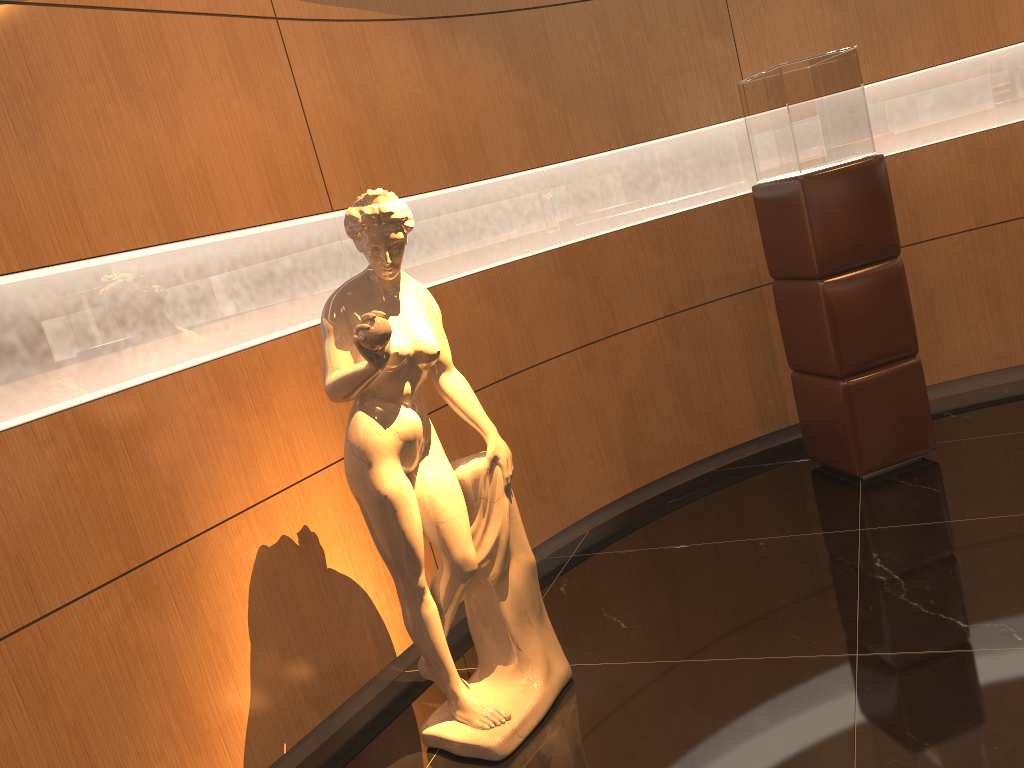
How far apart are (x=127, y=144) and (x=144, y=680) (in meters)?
1.65

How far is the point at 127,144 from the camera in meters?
2.8 m

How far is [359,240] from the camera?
2.70m

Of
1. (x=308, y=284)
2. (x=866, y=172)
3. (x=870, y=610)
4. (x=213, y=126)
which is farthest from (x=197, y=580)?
(x=866, y=172)

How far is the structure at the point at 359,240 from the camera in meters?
2.7

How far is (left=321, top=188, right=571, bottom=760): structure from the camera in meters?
2.7
